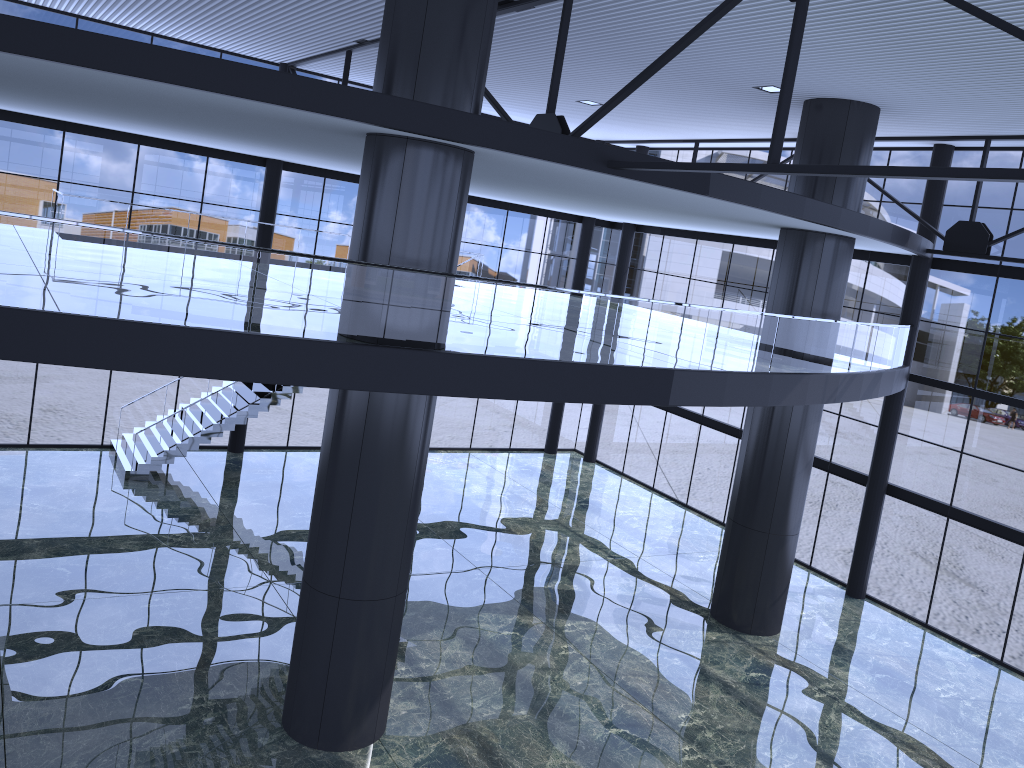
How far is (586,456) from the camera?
33.77m
